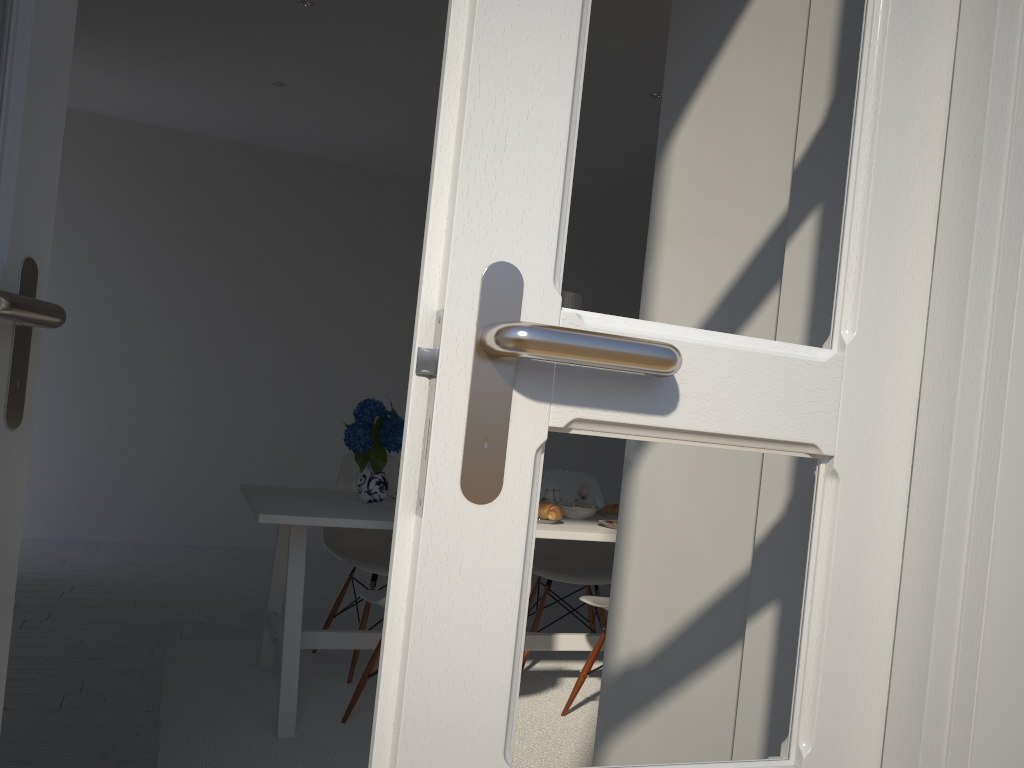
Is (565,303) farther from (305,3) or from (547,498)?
(305,3)

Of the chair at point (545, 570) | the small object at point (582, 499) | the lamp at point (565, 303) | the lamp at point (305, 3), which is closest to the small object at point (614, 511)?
the small object at point (582, 499)

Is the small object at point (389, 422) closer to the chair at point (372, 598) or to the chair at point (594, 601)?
the chair at point (372, 598)

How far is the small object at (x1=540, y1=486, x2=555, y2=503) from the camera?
3.3 meters

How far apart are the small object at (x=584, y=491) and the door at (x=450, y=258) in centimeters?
259cm

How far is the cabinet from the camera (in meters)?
1.43

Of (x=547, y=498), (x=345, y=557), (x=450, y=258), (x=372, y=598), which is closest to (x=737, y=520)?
(x=450, y=258)

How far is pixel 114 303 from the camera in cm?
542

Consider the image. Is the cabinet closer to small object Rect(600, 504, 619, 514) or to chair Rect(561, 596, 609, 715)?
chair Rect(561, 596, 609, 715)

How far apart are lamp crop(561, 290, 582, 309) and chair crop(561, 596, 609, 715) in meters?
1.0 m
